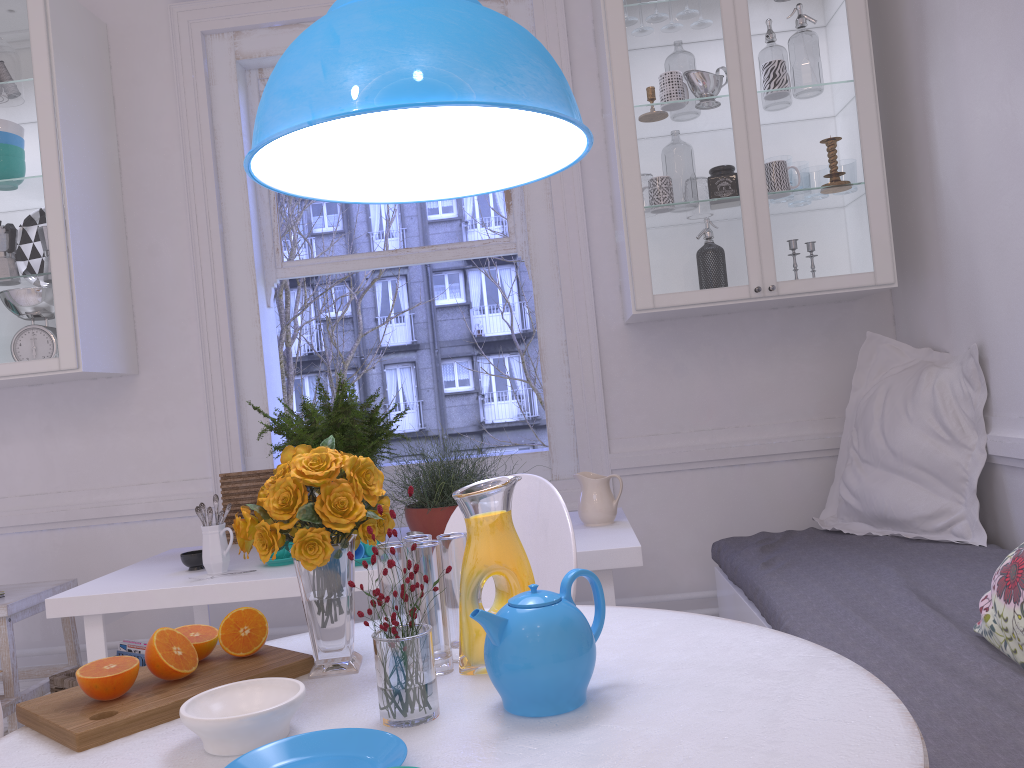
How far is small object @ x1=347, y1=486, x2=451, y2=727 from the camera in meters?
1.1 m

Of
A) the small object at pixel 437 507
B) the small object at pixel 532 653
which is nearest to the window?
the small object at pixel 437 507

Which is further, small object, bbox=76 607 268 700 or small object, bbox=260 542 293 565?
small object, bbox=260 542 293 565

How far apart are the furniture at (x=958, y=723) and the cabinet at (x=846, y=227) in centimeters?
74cm

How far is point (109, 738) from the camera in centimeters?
111cm

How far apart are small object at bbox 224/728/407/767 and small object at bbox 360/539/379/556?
1.29m

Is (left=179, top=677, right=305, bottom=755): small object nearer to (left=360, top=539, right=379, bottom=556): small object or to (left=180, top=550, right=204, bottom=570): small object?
(left=360, top=539, right=379, bottom=556): small object

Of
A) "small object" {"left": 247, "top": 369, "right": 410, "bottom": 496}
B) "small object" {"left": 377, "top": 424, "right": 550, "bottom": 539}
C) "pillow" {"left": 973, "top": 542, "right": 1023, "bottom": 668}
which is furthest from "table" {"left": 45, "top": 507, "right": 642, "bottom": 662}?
"pillow" {"left": 973, "top": 542, "right": 1023, "bottom": 668}

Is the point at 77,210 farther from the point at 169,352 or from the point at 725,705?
the point at 725,705

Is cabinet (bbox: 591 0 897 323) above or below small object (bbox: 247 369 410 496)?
above
